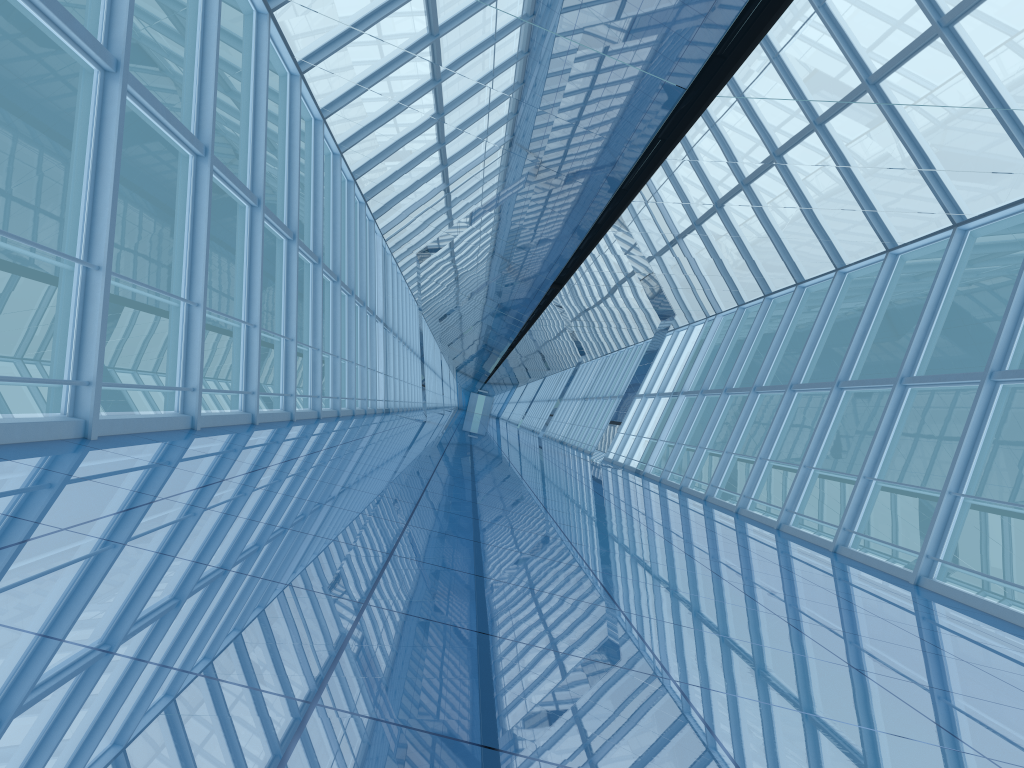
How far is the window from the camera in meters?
7.2

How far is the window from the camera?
7.2m

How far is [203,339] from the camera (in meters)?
7.21
